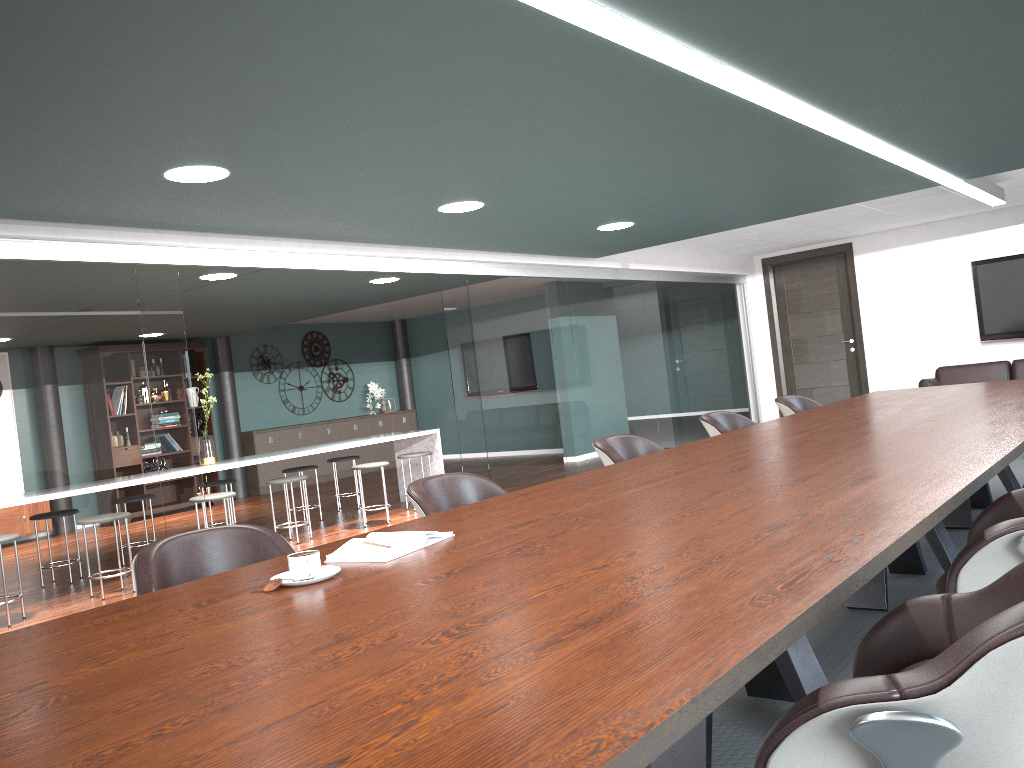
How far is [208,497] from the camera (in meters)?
6.19

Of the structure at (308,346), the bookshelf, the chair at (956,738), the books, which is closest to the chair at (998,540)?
the chair at (956,738)

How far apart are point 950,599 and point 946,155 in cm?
423

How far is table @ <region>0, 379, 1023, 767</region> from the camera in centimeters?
98cm

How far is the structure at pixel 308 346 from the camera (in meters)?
12.59

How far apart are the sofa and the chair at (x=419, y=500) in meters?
6.2

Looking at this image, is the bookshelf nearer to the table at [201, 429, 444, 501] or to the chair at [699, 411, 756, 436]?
the table at [201, 429, 444, 501]

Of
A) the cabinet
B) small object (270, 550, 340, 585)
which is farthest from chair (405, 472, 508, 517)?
the cabinet

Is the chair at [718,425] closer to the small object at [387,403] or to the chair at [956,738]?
the chair at [956,738]

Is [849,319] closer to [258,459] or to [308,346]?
[258,459]
